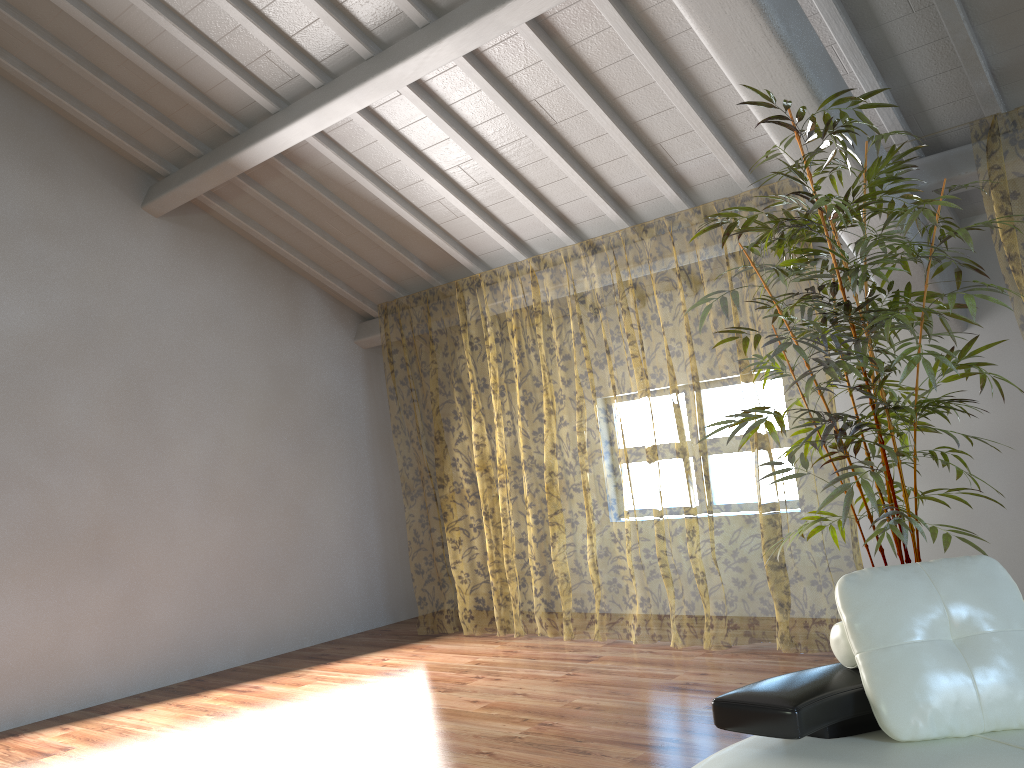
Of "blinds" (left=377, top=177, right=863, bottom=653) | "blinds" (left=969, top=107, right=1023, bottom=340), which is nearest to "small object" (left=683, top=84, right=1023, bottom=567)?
"blinds" (left=969, top=107, right=1023, bottom=340)

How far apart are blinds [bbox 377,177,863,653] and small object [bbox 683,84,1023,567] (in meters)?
0.95

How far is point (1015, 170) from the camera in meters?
9.9

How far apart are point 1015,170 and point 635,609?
7.2 meters

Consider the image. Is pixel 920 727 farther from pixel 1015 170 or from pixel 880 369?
pixel 1015 170

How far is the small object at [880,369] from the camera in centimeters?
313cm

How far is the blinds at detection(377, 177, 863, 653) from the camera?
12.4 meters

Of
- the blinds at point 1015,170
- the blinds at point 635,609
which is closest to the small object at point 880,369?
the blinds at point 1015,170

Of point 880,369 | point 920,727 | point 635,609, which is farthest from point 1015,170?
point 920,727

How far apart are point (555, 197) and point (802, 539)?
7.9m
